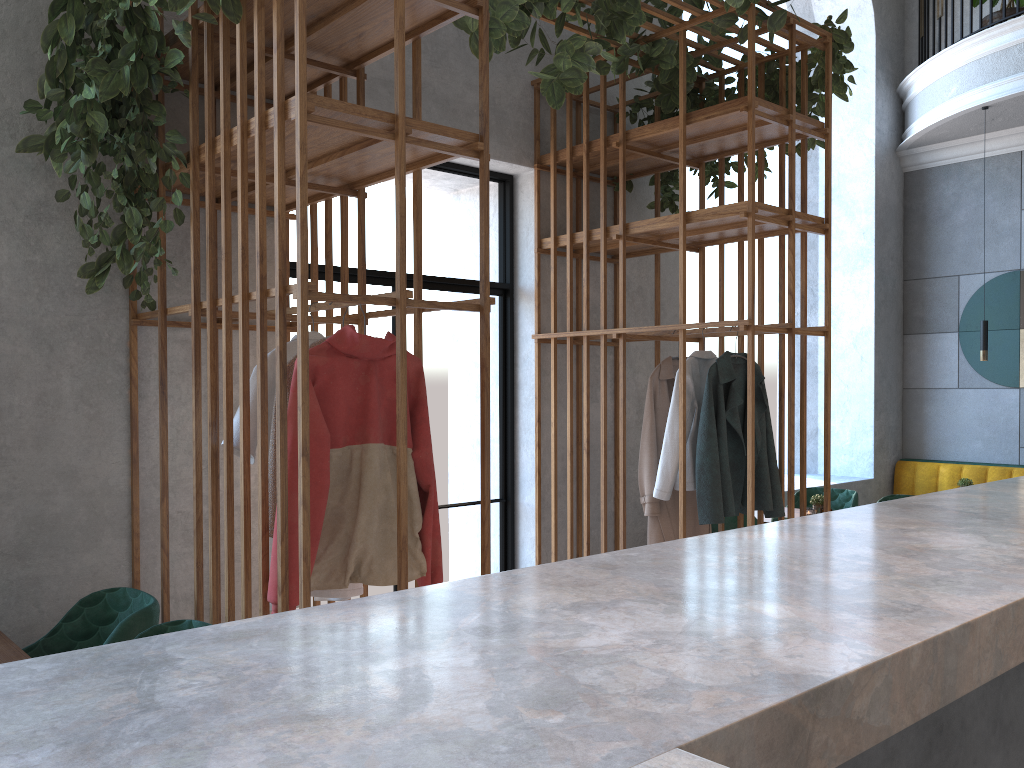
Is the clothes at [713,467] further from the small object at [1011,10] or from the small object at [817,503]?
the small object at [1011,10]

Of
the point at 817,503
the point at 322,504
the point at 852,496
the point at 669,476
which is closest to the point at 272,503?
the point at 322,504

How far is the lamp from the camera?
6.2m

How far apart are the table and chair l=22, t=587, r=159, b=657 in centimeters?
12cm

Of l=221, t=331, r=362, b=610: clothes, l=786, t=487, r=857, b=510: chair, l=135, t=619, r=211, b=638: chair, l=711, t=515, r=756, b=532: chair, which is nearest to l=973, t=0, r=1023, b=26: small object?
l=786, t=487, r=857, b=510: chair

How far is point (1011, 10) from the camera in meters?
6.5 m

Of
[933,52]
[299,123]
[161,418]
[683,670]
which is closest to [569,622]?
[683,670]

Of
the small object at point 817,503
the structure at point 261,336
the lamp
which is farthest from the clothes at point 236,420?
the lamp

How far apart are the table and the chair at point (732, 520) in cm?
348

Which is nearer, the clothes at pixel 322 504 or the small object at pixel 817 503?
the clothes at pixel 322 504
